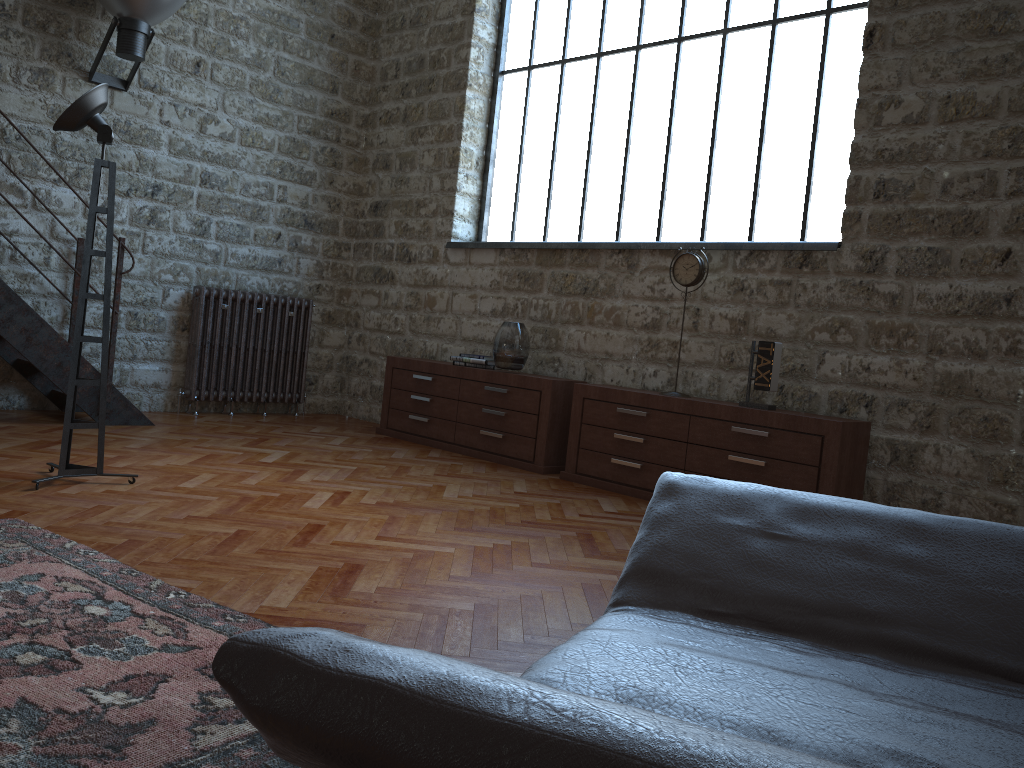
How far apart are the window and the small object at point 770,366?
0.9 meters

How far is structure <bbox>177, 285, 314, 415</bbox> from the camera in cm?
674

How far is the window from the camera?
5.17m

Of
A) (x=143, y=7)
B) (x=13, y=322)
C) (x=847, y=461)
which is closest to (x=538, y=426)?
(x=847, y=461)

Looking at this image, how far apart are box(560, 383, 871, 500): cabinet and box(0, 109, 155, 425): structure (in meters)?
2.82

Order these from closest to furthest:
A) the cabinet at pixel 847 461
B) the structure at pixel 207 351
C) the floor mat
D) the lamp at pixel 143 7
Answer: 1. the floor mat
2. the cabinet at pixel 847 461
3. the lamp at pixel 143 7
4. the structure at pixel 207 351

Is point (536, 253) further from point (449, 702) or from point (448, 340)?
point (449, 702)

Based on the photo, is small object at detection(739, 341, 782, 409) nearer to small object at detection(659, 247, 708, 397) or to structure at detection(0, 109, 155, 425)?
small object at detection(659, 247, 708, 397)

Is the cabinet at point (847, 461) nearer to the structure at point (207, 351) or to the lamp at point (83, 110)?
the lamp at point (83, 110)

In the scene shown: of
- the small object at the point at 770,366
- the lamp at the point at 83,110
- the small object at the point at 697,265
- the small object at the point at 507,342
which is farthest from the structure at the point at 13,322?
the small object at the point at 770,366
